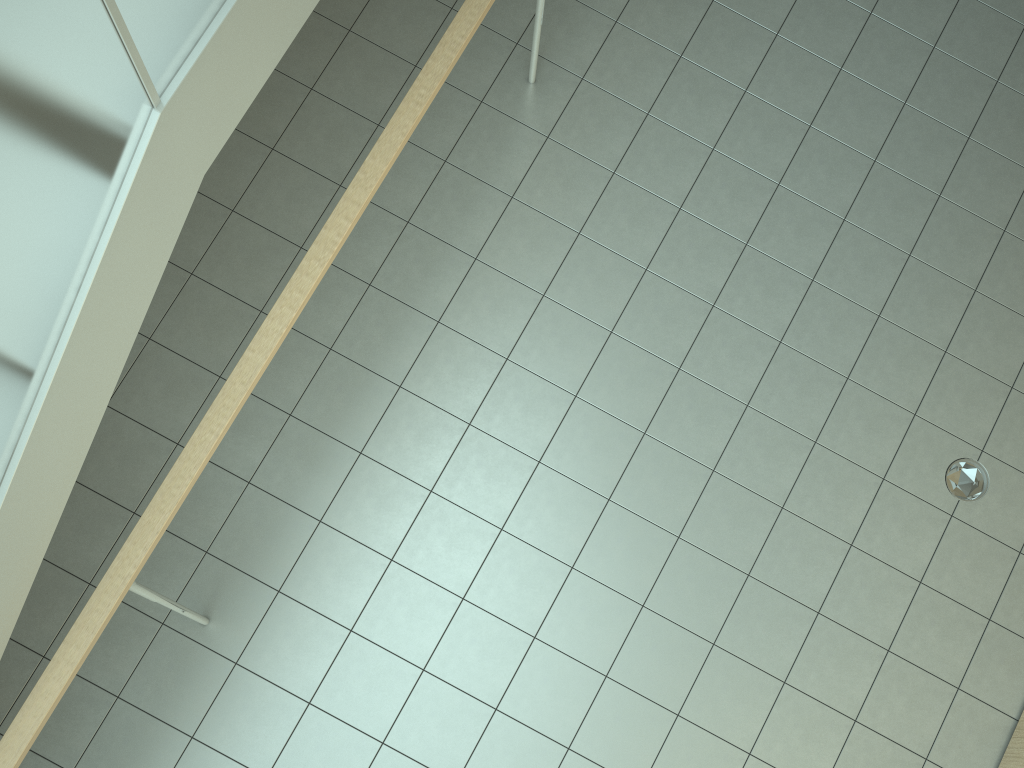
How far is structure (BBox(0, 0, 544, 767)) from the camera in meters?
1.7

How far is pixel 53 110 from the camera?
1.71m

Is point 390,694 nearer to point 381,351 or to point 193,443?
point 193,443
